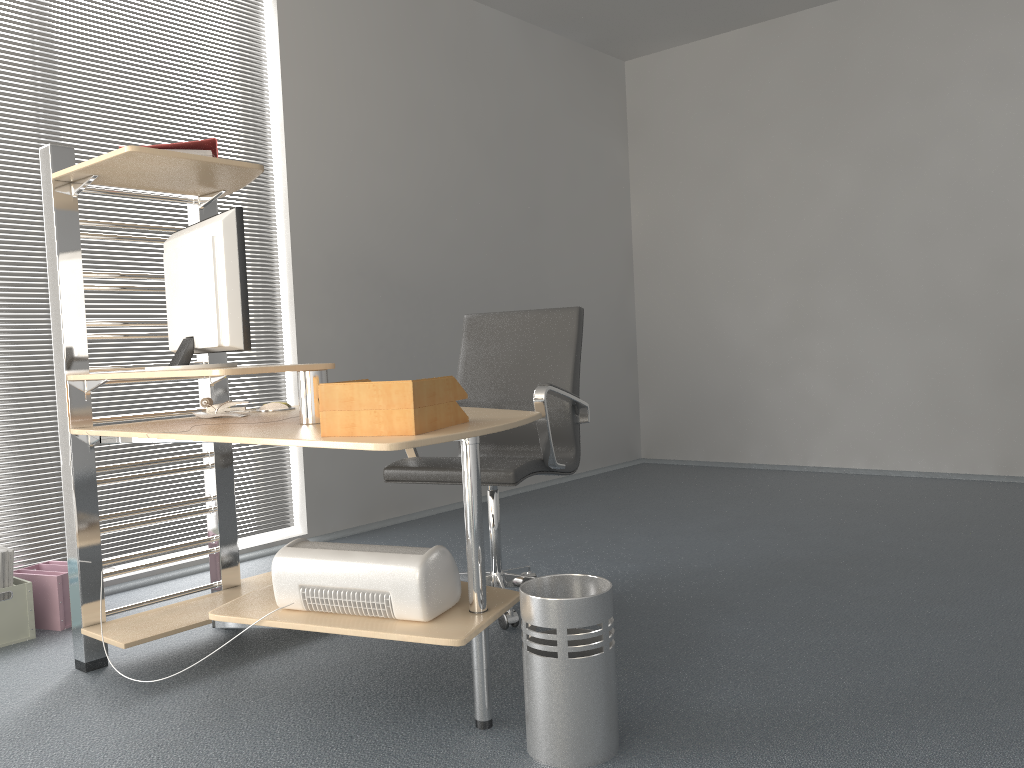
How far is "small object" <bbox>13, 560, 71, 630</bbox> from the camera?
3.08m

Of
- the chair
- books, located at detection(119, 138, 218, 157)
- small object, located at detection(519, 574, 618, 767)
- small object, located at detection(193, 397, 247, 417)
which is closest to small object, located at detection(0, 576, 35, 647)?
small object, located at detection(193, 397, 247, 417)

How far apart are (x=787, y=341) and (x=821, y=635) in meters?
3.5

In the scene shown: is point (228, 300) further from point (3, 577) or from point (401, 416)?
point (3, 577)

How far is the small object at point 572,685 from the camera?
1.9 meters

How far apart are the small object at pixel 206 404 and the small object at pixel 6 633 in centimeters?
91cm

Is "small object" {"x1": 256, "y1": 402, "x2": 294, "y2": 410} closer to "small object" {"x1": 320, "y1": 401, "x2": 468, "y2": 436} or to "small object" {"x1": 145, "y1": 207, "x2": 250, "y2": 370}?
"small object" {"x1": 145, "y1": 207, "x2": 250, "y2": 370}

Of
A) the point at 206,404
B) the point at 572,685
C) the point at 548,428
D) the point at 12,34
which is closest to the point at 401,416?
the point at 572,685

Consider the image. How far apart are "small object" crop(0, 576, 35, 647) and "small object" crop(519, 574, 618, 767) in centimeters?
193cm

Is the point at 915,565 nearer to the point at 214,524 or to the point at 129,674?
the point at 214,524
